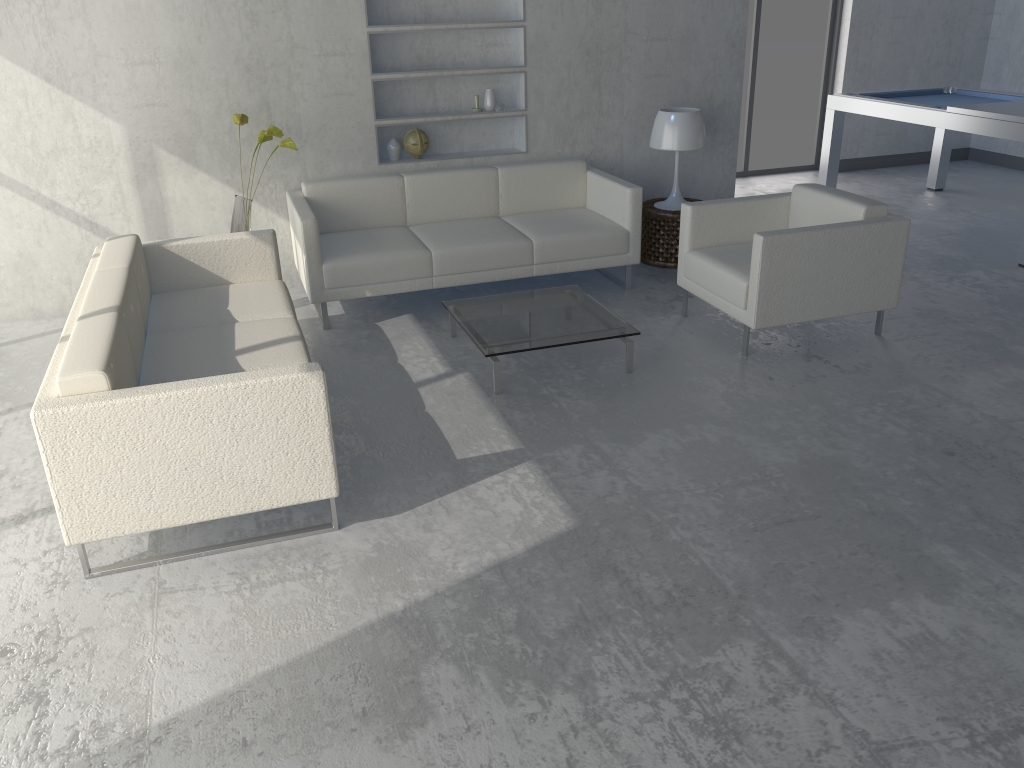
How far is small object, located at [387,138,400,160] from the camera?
5.3 meters

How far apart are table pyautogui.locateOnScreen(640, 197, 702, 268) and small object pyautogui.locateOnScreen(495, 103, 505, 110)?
1.07m

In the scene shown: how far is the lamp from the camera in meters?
5.2

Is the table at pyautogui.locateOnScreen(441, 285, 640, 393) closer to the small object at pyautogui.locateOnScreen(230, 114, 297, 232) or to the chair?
the chair

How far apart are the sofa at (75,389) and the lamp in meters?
2.4 m

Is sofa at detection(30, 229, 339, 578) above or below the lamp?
below

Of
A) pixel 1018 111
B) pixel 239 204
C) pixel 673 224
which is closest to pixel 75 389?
pixel 239 204

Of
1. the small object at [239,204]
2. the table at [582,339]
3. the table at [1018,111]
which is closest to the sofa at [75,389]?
the small object at [239,204]

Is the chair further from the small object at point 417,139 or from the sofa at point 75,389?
the sofa at point 75,389

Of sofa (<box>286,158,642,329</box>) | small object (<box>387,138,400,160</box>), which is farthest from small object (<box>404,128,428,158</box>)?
sofa (<box>286,158,642,329</box>)
